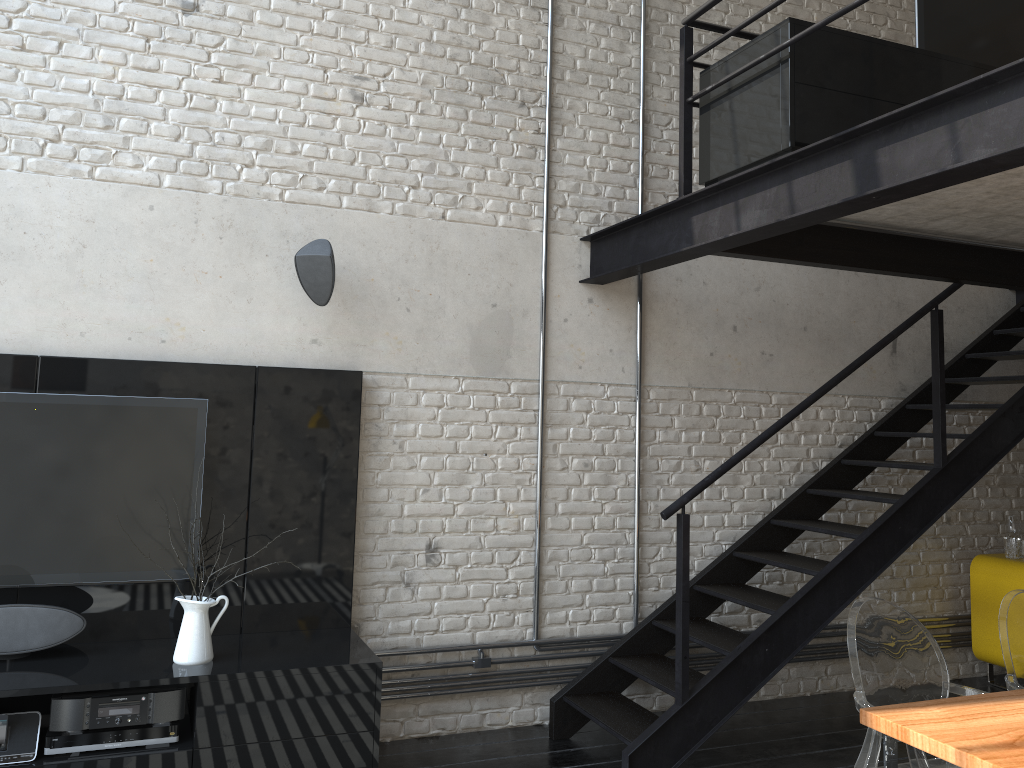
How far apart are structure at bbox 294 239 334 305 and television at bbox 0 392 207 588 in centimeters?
67cm

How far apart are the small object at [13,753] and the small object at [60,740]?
0.0 meters

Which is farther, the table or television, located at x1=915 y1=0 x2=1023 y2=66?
television, located at x1=915 y1=0 x2=1023 y2=66

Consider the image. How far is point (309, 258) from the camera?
3.88m

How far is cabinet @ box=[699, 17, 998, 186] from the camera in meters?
3.3

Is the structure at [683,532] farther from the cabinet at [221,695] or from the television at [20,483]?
the television at [20,483]

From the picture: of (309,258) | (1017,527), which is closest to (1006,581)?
(1017,527)

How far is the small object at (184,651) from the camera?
3.4m

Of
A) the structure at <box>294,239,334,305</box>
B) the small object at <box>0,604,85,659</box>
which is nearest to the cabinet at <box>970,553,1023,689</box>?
the structure at <box>294,239,334,305</box>

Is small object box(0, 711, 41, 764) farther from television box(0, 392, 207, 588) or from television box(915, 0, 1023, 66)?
television box(915, 0, 1023, 66)
